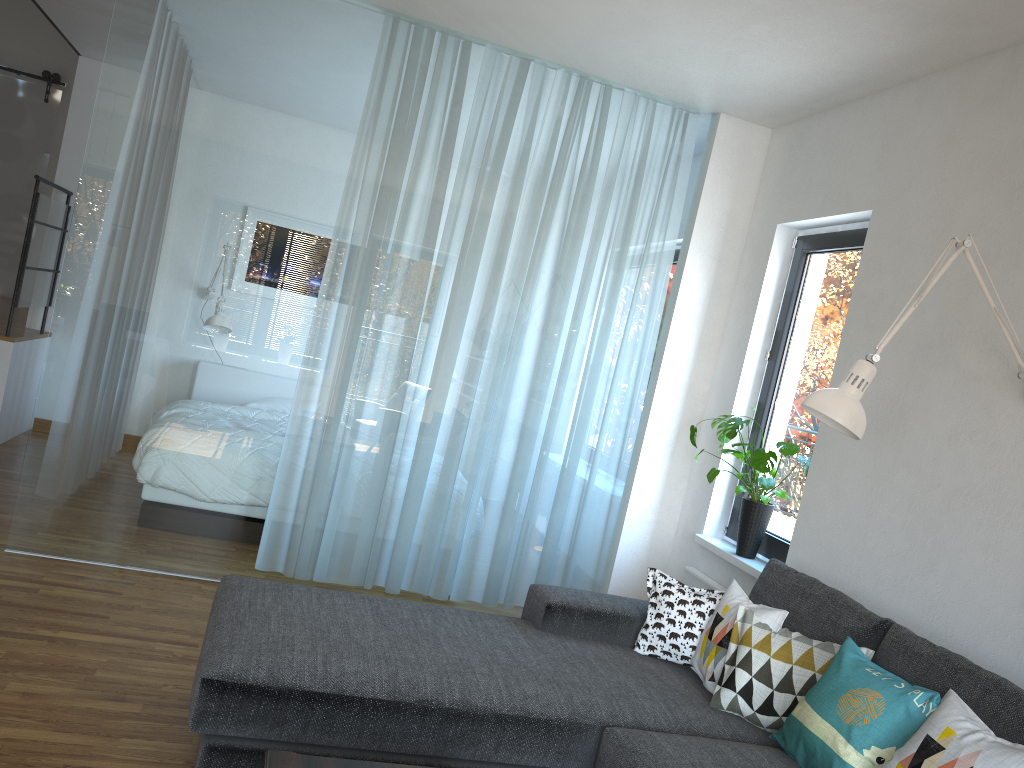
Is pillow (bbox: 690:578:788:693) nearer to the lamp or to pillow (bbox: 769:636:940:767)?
pillow (bbox: 769:636:940:767)

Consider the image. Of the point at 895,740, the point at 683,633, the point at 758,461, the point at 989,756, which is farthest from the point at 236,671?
the point at 758,461

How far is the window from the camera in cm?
395

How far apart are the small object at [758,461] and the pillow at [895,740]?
1.3 meters

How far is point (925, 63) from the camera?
3.4m

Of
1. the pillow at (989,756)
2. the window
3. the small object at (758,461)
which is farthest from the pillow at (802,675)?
the window

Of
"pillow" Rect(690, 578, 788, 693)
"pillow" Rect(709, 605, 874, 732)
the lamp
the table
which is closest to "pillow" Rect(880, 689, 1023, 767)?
"pillow" Rect(709, 605, 874, 732)

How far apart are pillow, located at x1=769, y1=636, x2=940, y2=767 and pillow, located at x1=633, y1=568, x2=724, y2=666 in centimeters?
50cm

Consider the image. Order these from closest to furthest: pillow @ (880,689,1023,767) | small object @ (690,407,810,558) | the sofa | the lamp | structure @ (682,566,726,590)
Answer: pillow @ (880,689,1023,767) → the sofa → the lamp → small object @ (690,407,810,558) → structure @ (682,566,726,590)

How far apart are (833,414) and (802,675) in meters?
0.8
